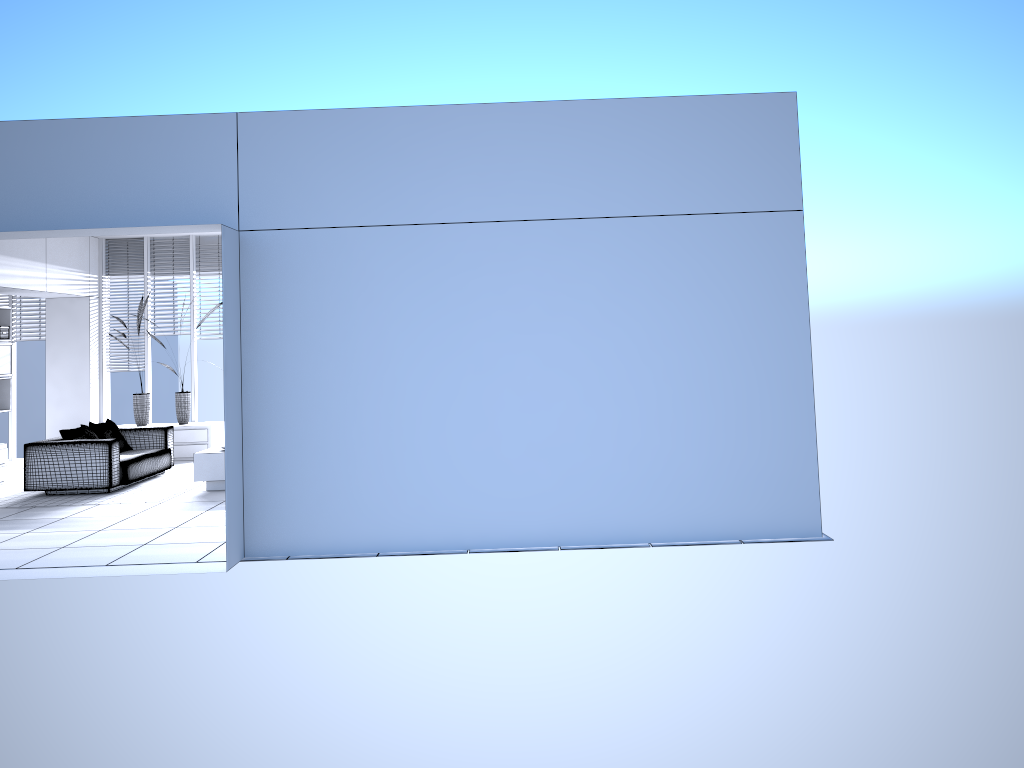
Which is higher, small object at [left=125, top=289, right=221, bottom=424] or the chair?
small object at [left=125, top=289, right=221, bottom=424]

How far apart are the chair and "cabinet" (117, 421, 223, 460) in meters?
1.2 m

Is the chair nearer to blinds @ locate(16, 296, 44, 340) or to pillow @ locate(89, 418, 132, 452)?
pillow @ locate(89, 418, 132, 452)

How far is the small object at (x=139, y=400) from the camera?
11.86m

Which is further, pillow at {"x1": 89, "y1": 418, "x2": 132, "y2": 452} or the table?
pillow at {"x1": 89, "y1": 418, "x2": 132, "y2": 452}

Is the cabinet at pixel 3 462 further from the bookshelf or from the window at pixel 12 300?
the window at pixel 12 300

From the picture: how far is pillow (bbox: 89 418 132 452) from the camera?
9.8m

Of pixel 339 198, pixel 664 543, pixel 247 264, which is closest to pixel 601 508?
pixel 664 543

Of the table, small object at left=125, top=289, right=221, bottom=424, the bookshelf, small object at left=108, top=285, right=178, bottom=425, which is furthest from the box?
the table

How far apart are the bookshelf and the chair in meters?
1.6 m
